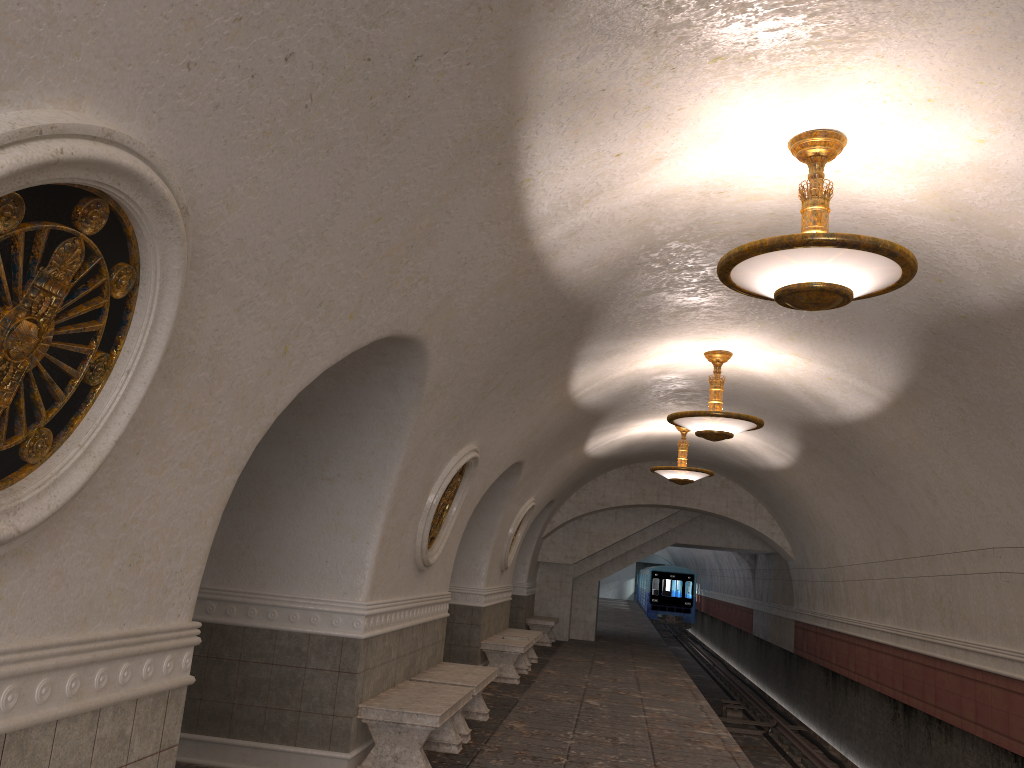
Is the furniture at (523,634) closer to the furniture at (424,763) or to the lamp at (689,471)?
the lamp at (689,471)

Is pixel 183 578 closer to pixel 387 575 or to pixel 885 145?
pixel 387 575

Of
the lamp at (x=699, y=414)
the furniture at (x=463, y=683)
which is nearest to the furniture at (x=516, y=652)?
the furniture at (x=463, y=683)

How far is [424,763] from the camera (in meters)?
6.32

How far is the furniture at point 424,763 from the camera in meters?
6.3

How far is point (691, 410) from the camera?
12.91m

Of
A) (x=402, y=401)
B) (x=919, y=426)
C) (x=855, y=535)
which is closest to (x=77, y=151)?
(x=402, y=401)

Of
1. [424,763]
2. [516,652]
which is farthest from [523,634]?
[424,763]

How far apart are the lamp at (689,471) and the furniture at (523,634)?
3.2 meters

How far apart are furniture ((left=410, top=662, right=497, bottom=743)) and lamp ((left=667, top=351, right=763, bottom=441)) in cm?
319
